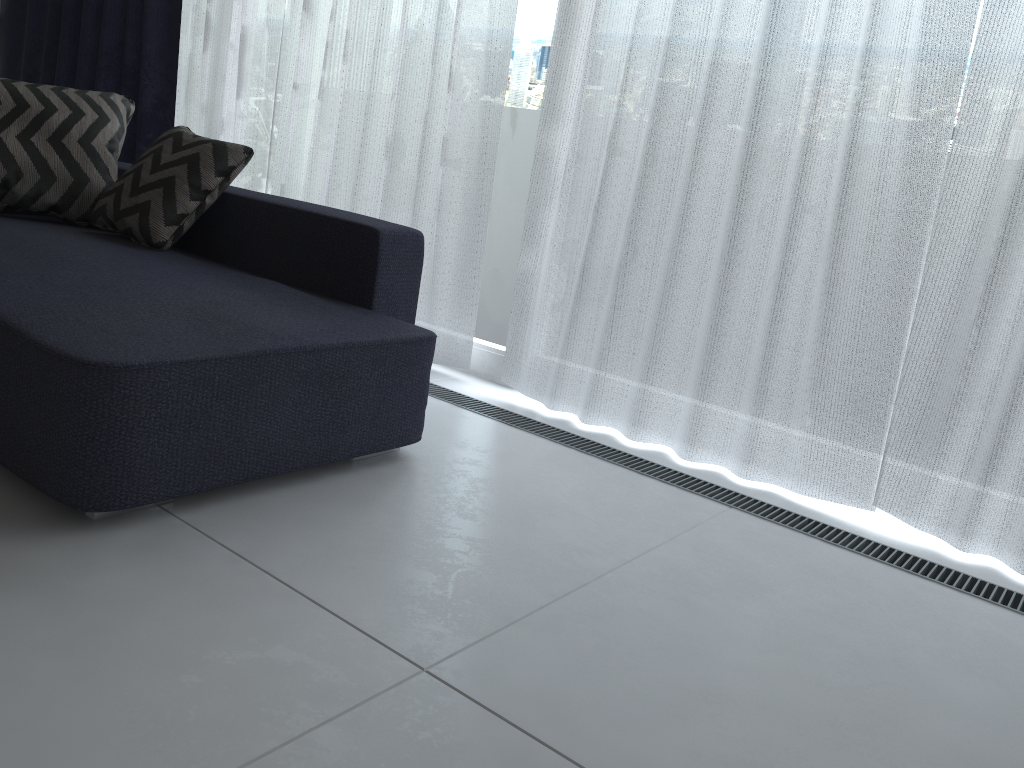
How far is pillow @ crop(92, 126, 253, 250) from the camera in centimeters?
238cm

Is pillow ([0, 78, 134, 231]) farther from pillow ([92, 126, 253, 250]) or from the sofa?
pillow ([92, 126, 253, 250])

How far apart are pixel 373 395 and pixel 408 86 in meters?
1.4 m

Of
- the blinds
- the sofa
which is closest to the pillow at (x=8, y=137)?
the sofa

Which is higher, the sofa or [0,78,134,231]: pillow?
[0,78,134,231]: pillow

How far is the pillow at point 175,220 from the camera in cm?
238

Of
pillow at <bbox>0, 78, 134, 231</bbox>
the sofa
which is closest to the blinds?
the sofa

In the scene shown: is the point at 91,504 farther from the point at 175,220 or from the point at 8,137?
the point at 8,137

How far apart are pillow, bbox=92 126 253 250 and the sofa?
0.0 meters

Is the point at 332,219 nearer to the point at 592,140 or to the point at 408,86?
the point at 592,140
